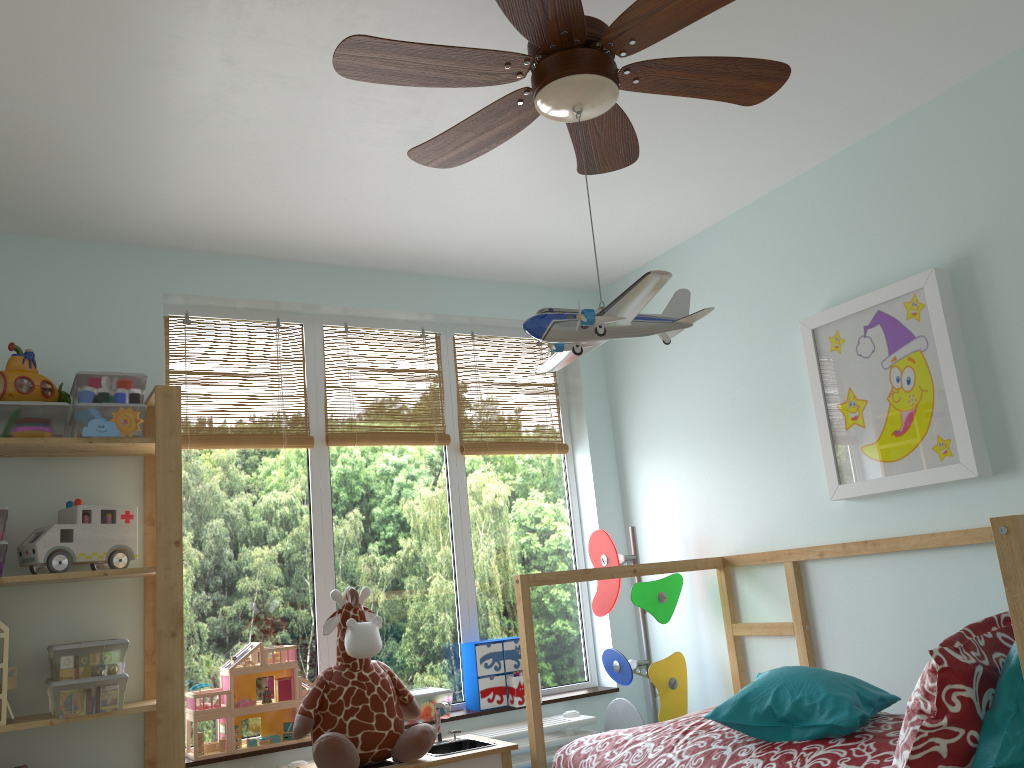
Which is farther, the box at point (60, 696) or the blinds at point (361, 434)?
the blinds at point (361, 434)

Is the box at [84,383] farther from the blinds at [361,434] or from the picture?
the picture

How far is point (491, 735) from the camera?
3.1 meters

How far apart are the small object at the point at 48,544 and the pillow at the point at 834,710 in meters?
1.7 m

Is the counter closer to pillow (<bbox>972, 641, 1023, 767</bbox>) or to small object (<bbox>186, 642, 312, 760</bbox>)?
small object (<bbox>186, 642, 312, 760</bbox>)

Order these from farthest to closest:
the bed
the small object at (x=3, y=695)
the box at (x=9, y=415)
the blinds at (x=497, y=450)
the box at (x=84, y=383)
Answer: the blinds at (x=497, y=450)
the box at (x=84, y=383)
the box at (x=9, y=415)
the small object at (x=3, y=695)
the bed

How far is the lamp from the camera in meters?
1.5

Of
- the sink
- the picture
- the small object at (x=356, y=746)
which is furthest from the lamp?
the sink

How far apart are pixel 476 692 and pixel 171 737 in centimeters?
115cm

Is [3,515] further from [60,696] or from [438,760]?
[438,760]
